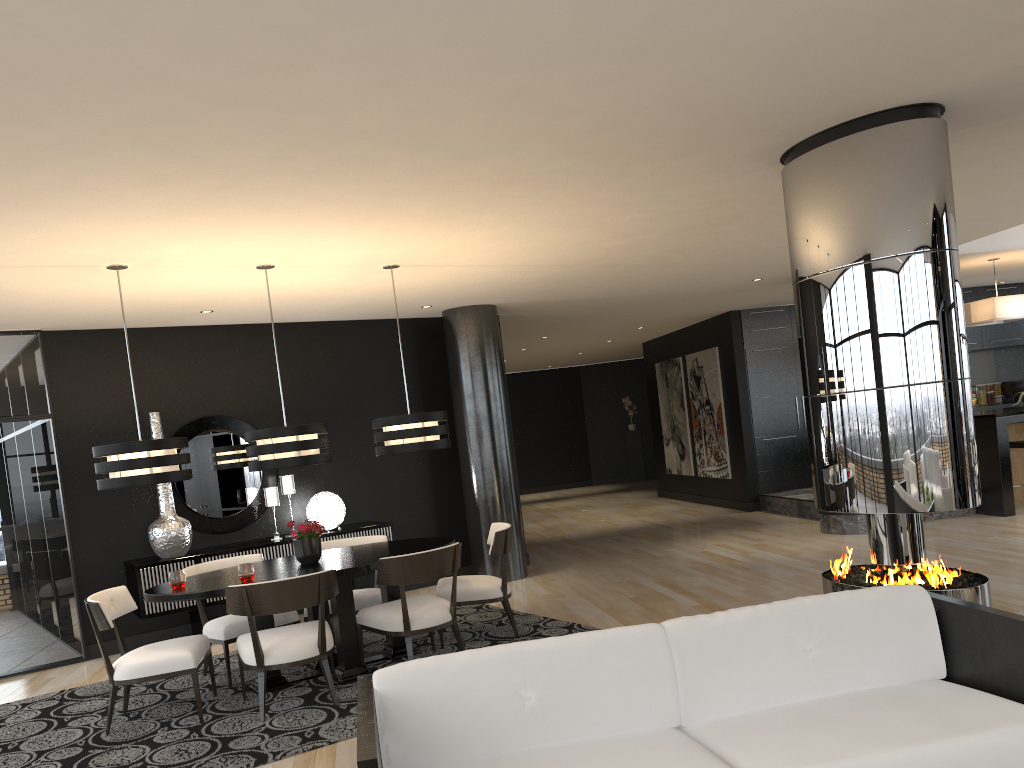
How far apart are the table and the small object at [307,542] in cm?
4

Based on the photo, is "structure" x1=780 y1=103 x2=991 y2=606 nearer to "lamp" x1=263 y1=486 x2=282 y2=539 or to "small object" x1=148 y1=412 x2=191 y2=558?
"lamp" x1=263 y1=486 x2=282 y2=539

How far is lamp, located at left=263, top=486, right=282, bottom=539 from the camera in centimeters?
775cm

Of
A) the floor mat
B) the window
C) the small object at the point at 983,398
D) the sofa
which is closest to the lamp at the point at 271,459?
the floor mat

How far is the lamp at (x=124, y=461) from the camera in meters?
5.1 m

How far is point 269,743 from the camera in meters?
4.5 m

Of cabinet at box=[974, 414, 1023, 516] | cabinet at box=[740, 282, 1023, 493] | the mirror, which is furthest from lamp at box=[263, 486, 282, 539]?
cabinet at box=[974, 414, 1023, 516]

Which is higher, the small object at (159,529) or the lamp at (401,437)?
the lamp at (401,437)

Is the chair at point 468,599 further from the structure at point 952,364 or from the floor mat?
the structure at point 952,364

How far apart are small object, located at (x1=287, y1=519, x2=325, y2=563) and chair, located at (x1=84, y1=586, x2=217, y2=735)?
0.7m
